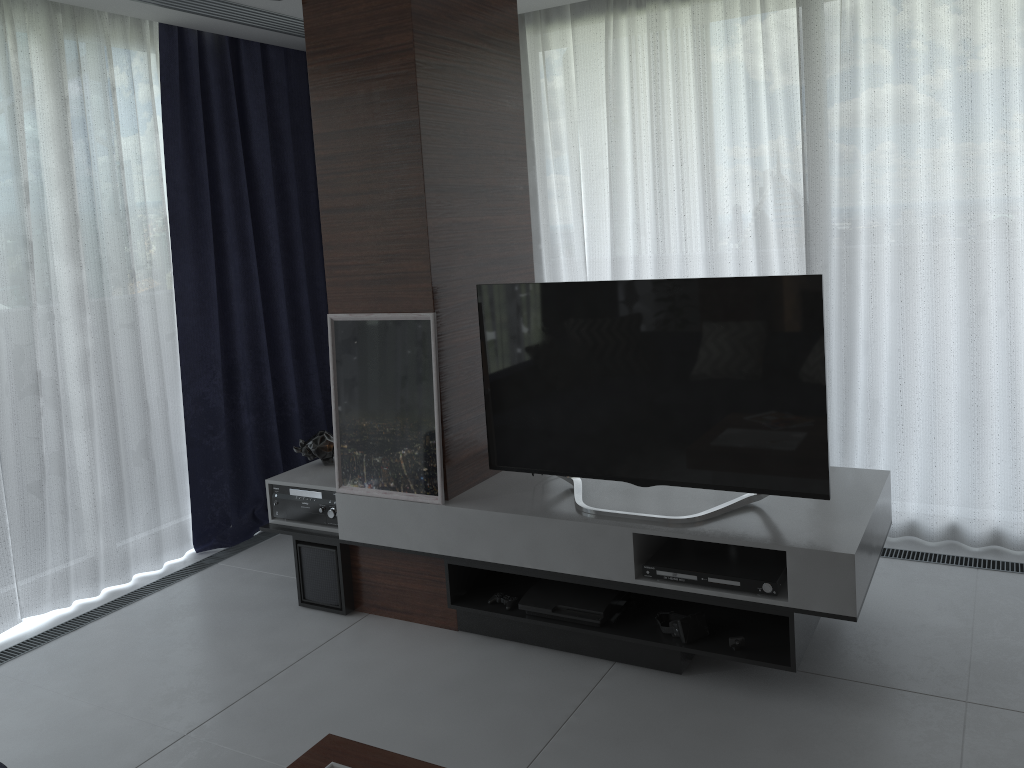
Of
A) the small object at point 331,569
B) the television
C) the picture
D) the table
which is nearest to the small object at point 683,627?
the television

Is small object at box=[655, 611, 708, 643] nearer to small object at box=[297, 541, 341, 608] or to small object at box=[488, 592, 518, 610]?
small object at box=[488, 592, 518, 610]

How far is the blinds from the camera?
3.6 meters

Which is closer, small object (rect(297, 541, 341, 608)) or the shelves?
the shelves

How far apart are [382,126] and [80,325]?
1.7 meters

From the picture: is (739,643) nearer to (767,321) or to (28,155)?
(767,321)

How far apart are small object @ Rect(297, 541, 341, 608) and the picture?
0.3 meters

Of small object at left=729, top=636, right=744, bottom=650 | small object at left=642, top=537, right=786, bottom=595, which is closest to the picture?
small object at left=642, top=537, right=786, bottom=595

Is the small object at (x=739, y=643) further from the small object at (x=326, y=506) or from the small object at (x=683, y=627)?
the small object at (x=326, y=506)

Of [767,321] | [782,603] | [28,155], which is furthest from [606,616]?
[28,155]
